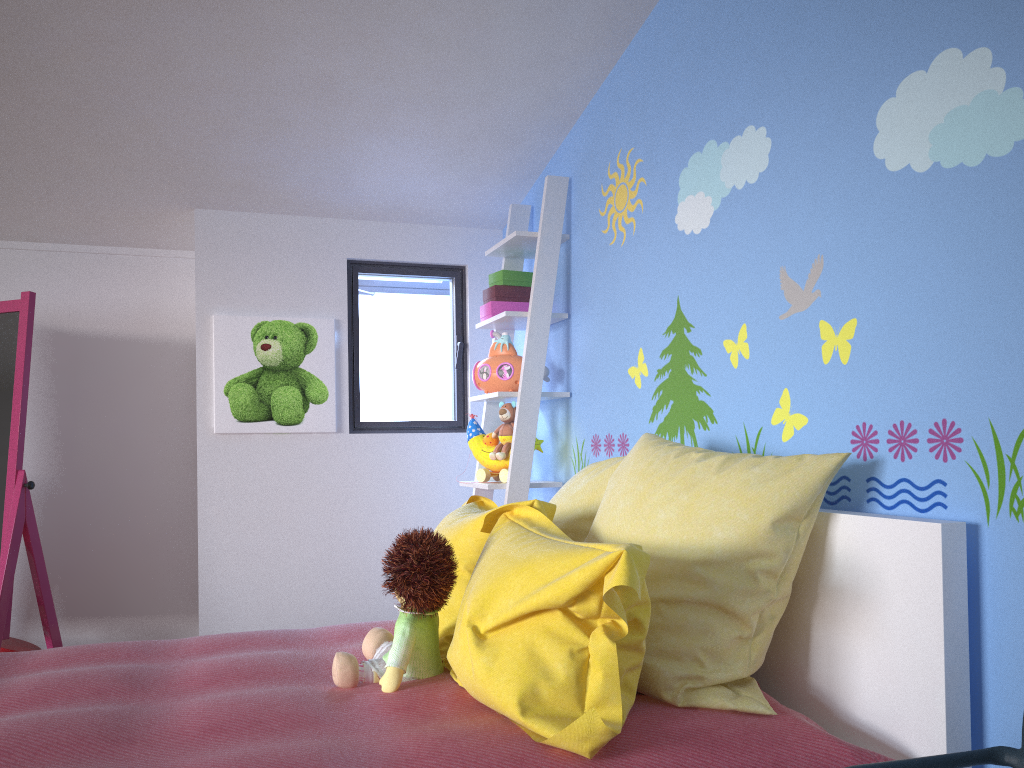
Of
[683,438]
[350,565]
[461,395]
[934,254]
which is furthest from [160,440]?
[934,254]

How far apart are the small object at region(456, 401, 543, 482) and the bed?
0.79m

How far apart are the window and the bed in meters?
1.3 m

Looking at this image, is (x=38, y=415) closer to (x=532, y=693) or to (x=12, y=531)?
(x=12, y=531)

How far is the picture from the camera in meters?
3.3 m

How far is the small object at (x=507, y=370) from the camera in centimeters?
305cm

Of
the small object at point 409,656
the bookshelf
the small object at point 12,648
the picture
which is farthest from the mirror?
the small object at point 409,656

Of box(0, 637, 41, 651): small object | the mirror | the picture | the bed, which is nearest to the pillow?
the bed

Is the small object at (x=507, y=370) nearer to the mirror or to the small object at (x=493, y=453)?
the small object at (x=493, y=453)

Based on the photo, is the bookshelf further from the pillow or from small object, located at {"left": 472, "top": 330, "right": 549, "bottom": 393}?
the pillow
